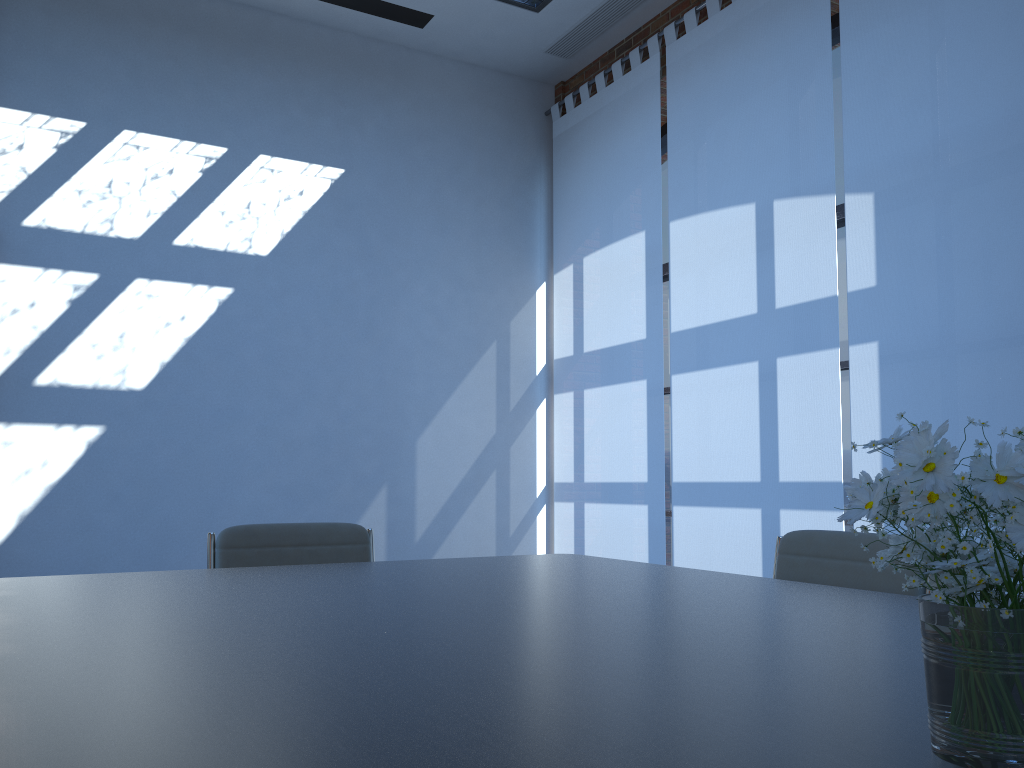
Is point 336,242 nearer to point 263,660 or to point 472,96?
point 472,96

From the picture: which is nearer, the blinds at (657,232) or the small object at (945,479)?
the small object at (945,479)

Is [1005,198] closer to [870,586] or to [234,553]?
[870,586]

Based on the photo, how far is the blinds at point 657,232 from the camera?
5.36m

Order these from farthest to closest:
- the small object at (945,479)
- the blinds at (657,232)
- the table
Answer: the blinds at (657,232), the table, the small object at (945,479)

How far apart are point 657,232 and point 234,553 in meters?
3.4

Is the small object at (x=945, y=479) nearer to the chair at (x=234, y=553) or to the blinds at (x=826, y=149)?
the chair at (x=234, y=553)

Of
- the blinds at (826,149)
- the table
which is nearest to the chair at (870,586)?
the table

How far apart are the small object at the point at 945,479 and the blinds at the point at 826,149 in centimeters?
326cm

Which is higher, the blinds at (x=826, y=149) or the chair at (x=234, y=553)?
the blinds at (x=826, y=149)
